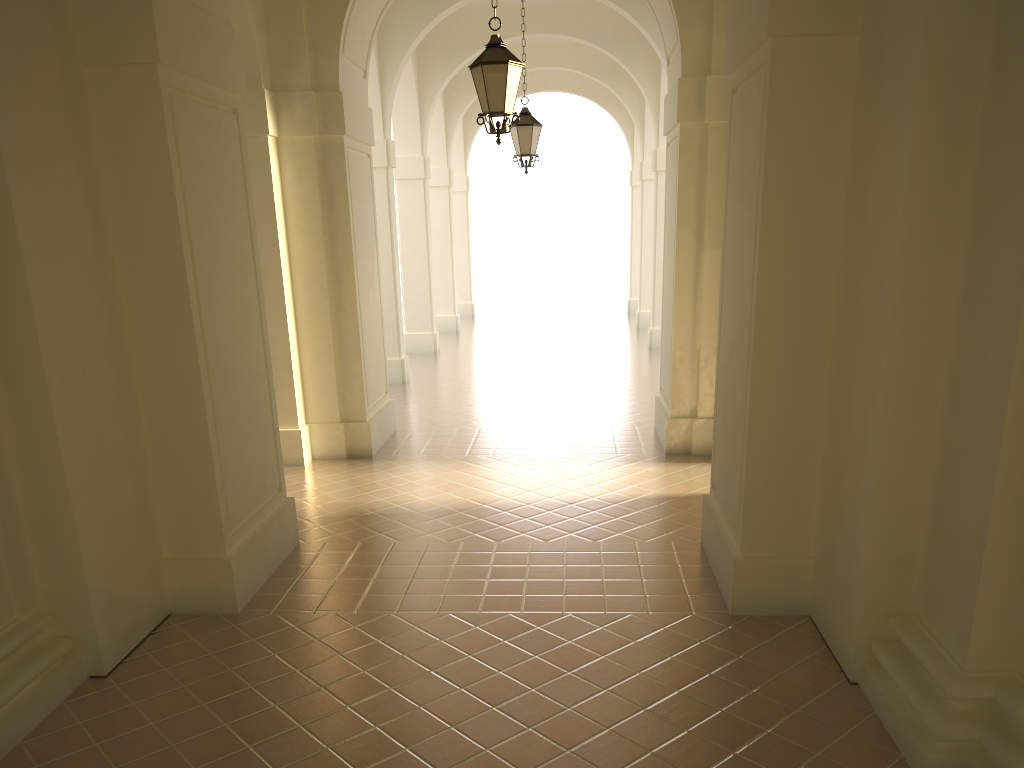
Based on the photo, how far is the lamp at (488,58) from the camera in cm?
805

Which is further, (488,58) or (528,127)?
(528,127)

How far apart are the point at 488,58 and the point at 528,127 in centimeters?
506cm

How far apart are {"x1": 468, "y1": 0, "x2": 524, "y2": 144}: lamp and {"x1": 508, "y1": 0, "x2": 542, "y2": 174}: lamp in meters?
4.9 m

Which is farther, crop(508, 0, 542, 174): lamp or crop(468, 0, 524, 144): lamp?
crop(508, 0, 542, 174): lamp

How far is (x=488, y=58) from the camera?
8.0m

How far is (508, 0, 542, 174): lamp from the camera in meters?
13.0

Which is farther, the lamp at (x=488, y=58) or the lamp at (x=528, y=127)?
the lamp at (x=528, y=127)

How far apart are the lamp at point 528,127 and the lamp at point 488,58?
4.9m
